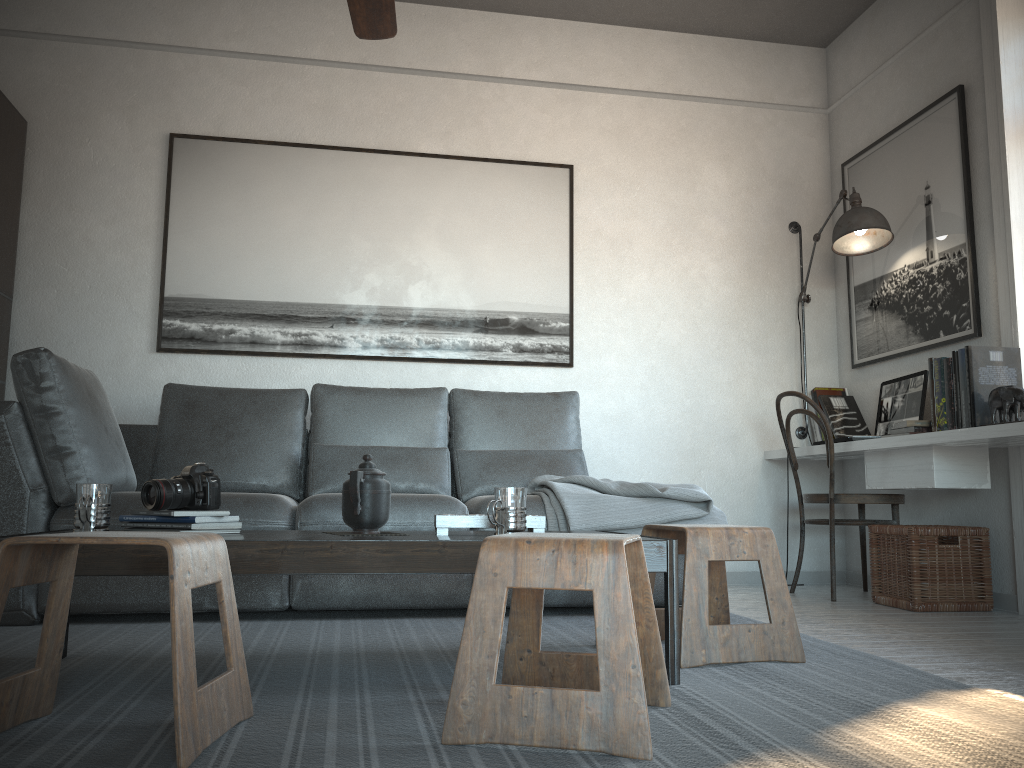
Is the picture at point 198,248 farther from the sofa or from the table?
the table

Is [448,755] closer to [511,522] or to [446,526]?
[511,522]

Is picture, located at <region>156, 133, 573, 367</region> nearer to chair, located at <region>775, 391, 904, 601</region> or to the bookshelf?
the bookshelf

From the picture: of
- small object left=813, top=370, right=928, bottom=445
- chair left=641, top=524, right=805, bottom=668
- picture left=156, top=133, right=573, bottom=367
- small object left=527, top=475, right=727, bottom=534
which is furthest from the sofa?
small object left=813, top=370, right=928, bottom=445

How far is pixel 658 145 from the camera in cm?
464

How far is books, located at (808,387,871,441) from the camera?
4.3m

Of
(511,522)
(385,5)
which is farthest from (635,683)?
(385,5)

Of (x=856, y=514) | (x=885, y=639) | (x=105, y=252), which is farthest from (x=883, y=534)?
(x=105, y=252)

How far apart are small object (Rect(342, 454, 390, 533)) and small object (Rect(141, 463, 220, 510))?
0.3m

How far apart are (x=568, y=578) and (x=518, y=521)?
0.5 meters
